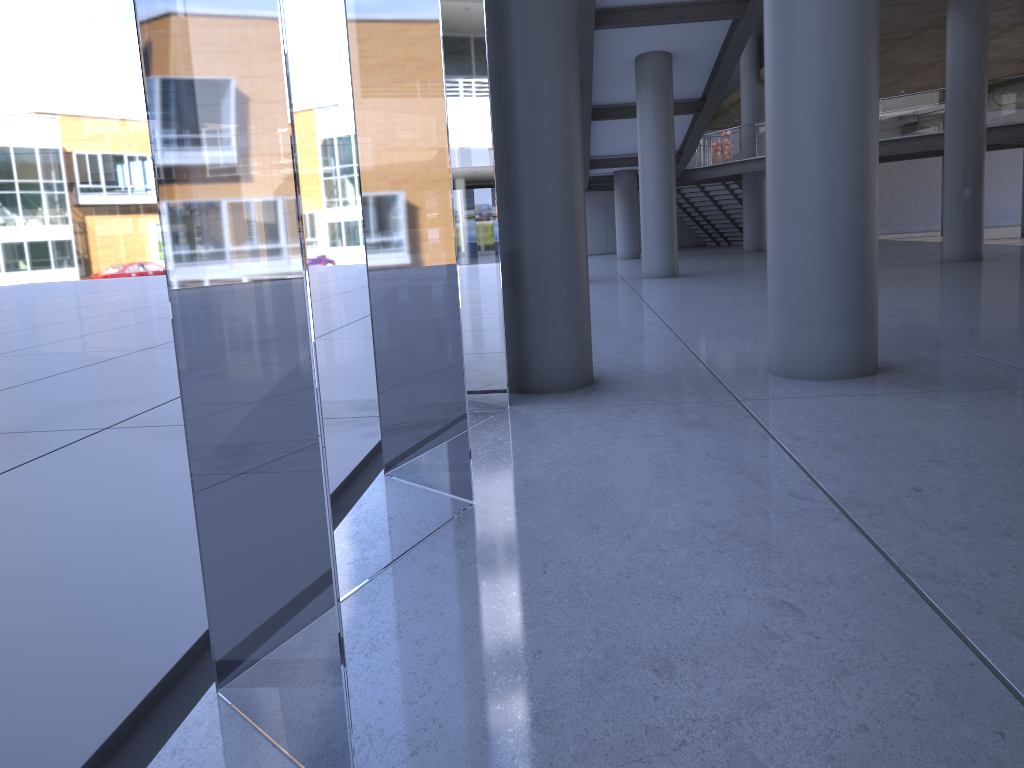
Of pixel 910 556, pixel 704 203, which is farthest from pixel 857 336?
pixel 704 203
